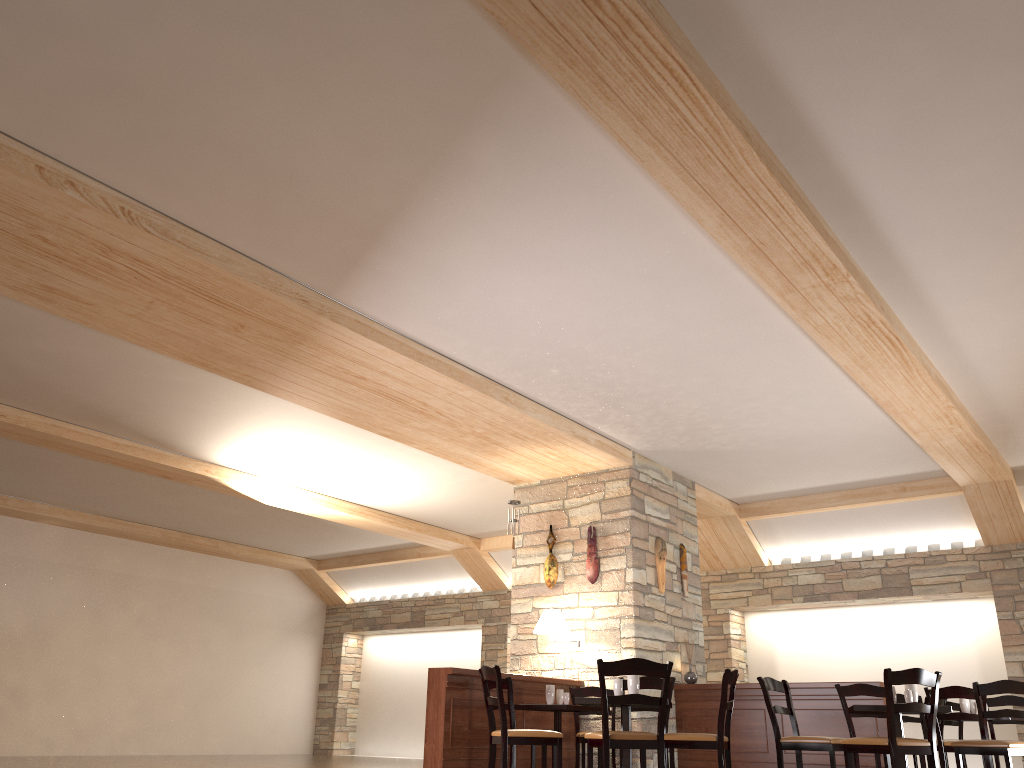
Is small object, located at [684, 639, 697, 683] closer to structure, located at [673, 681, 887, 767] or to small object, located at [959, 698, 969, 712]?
structure, located at [673, 681, 887, 767]

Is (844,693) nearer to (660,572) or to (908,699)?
(908,699)

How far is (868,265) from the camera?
5.6m

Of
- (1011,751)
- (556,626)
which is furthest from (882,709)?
(556,626)

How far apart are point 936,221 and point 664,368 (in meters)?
2.56

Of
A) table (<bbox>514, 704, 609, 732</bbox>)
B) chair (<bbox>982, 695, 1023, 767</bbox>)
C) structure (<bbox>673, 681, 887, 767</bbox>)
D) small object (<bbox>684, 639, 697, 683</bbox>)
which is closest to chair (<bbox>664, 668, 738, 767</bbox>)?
table (<bbox>514, 704, 609, 732</bbox>)

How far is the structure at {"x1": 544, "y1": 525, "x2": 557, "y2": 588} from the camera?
9.3m

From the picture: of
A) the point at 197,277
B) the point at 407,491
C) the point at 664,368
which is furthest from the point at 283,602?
the point at 197,277

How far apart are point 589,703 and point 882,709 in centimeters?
199cm

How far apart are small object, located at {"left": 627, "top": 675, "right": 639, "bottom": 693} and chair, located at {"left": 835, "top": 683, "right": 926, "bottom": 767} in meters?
2.1
